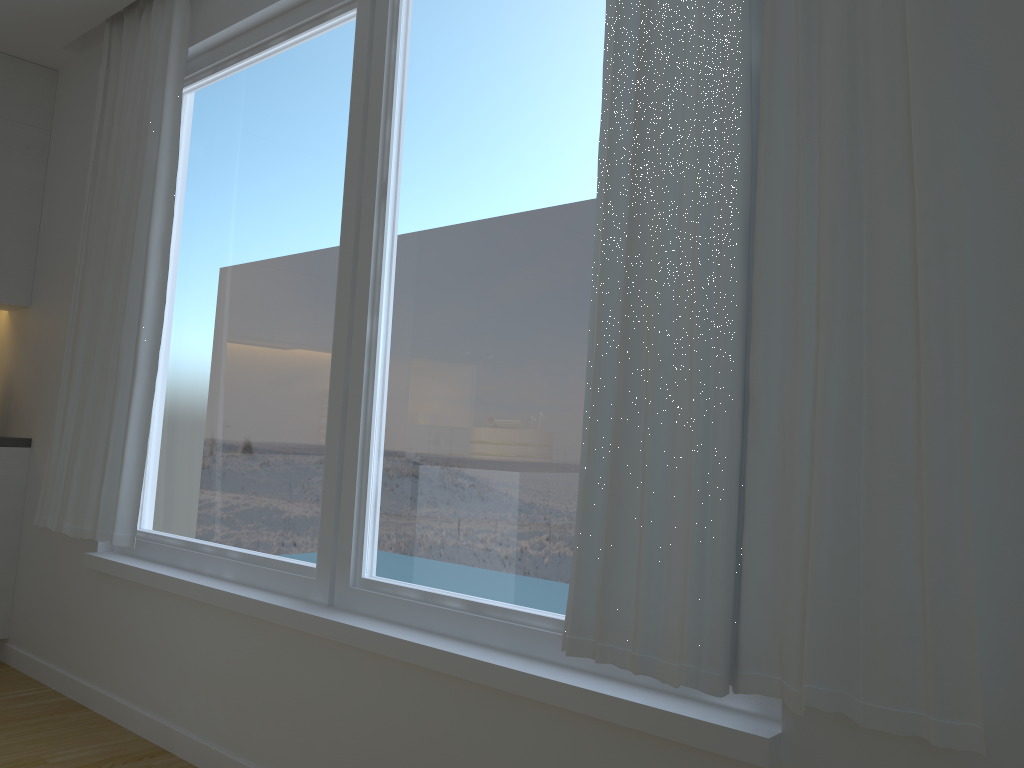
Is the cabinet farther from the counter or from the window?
the window

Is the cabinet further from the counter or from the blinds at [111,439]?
the blinds at [111,439]

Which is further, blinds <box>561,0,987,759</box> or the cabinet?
the cabinet

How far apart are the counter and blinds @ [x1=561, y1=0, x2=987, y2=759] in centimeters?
307cm

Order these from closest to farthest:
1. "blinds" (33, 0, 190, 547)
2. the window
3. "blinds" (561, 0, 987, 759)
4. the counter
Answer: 1. "blinds" (561, 0, 987, 759)
2. the window
3. "blinds" (33, 0, 190, 547)
4. the counter

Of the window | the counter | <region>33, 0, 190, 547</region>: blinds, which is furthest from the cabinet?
the window

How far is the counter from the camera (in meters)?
3.84

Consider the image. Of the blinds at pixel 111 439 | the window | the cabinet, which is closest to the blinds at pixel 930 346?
the window

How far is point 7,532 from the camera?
3.84m

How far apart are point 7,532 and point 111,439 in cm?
112
